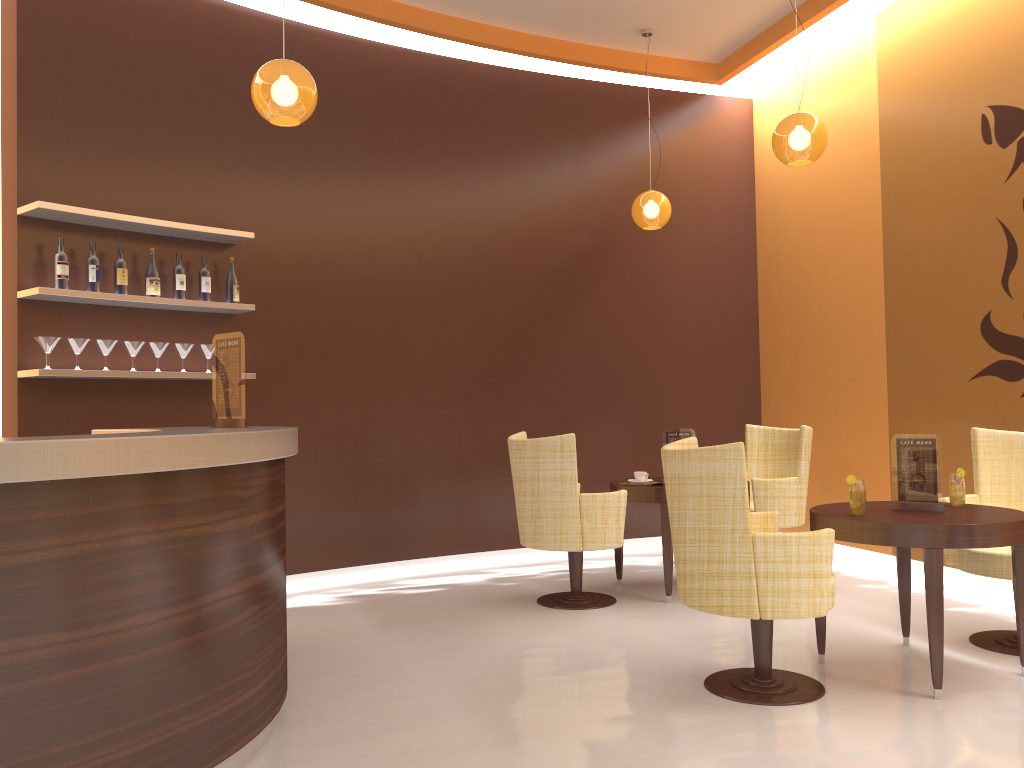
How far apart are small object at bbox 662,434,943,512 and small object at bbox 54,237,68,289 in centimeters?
423cm

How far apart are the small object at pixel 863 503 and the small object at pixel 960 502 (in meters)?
0.56

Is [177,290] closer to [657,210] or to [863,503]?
[657,210]

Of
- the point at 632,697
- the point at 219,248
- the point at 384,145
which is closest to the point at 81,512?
the point at 632,697

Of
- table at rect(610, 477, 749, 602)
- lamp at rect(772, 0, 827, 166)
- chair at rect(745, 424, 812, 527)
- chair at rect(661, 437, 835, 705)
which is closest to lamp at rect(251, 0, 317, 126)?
chair at rect(661, 437, 835, 705)

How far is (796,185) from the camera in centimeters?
710cm

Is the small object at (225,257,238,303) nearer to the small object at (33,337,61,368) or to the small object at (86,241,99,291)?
the small object at (86,241,99,291)

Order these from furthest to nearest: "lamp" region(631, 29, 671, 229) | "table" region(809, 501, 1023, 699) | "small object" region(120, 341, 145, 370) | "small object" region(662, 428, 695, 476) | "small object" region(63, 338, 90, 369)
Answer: "lamp" region(631, 29, 671, 229)
"small object" region(662, 428, 695, 476)
"small object" region(120, 341, 145, 370)
"small object" region(63, 338, 90, 369)
"table" region(809, 501, 1023, 699)

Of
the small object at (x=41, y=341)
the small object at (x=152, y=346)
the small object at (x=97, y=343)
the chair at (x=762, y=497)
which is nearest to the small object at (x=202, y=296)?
the small object at (x=152, y=346)

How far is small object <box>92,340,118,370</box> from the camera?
4.89m
